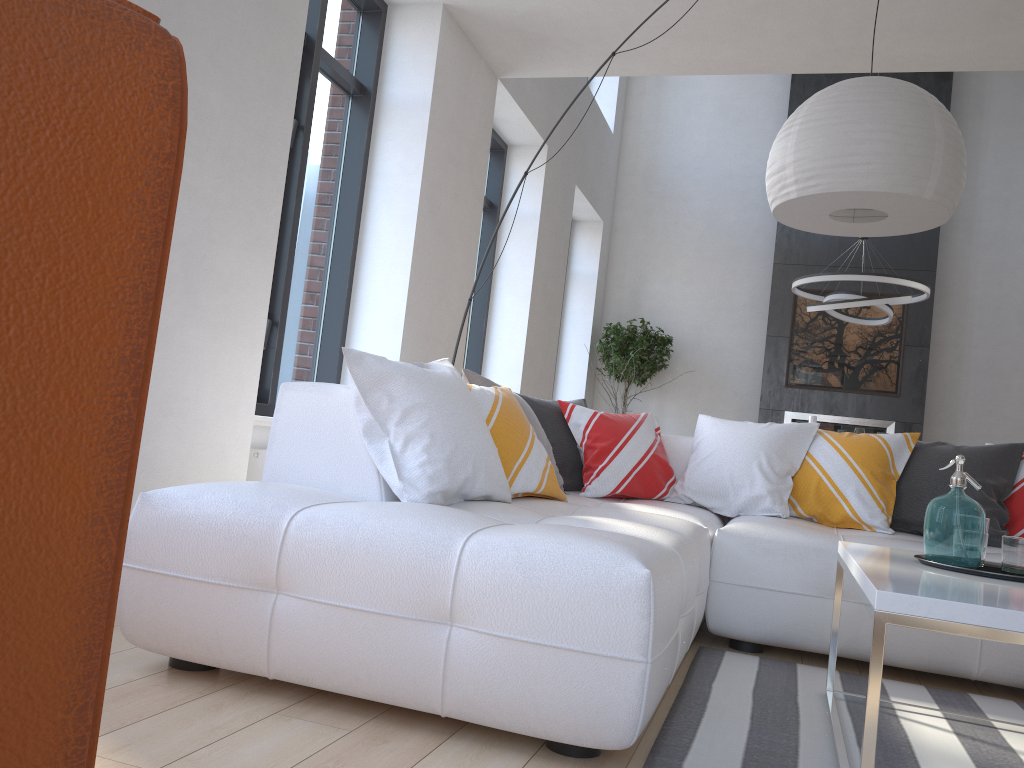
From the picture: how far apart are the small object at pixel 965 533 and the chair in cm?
197

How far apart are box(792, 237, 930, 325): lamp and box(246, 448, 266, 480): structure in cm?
452

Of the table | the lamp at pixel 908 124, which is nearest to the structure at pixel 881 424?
the lamp at pixel 908 124

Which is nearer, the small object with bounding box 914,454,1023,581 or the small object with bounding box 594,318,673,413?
the small object with bounding box 914,454,1023,581

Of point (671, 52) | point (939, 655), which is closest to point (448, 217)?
point (671, 52)

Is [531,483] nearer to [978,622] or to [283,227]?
[978,622]

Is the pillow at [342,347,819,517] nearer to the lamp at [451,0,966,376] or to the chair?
the lamp at [451,0,966,376]

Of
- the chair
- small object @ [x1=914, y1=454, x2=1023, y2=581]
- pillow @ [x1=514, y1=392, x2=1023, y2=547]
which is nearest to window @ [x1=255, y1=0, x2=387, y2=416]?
pillow @ [x1=514, y1=392, x2=1023, y2=547]

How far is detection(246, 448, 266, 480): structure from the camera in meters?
3.8

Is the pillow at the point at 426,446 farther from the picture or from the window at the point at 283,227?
the picture
